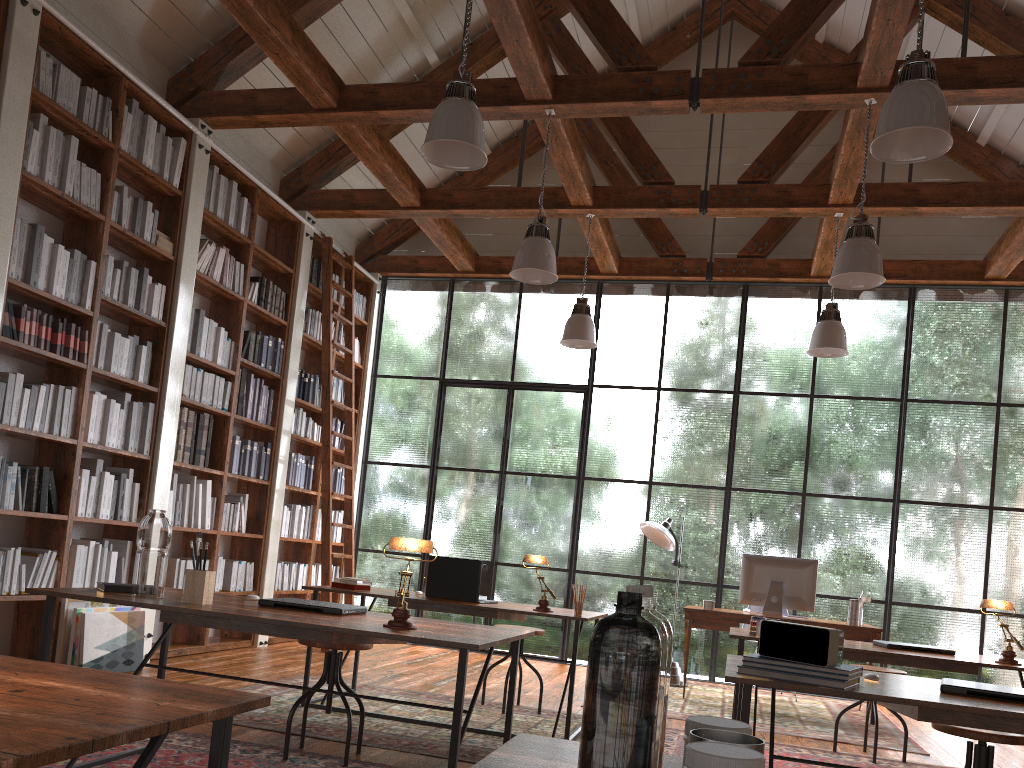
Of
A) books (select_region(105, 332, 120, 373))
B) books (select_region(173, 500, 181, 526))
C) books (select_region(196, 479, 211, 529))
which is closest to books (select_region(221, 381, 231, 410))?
books (select_region(196, 479, 211, 529))

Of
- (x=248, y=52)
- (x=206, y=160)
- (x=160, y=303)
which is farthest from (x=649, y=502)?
(x=248, y=52)

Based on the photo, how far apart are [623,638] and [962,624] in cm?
747

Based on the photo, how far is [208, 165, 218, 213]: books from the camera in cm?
634

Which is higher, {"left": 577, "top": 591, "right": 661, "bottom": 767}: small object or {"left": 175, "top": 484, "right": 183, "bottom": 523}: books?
{"left": 175, "top": 484, "right": 183, "bottom": 523}: books

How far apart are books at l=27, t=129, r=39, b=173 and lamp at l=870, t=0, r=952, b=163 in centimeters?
423cm

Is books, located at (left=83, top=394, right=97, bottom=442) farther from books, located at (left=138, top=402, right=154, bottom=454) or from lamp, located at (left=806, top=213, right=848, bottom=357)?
lamp, located at (left=806, top=213, right=848, bottom=357)

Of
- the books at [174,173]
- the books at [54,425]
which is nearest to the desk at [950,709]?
the books at [54,425]

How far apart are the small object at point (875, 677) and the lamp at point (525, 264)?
3.2m

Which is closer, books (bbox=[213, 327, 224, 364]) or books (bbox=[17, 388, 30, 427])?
books (bbox=[17, 388, 30, 427])
